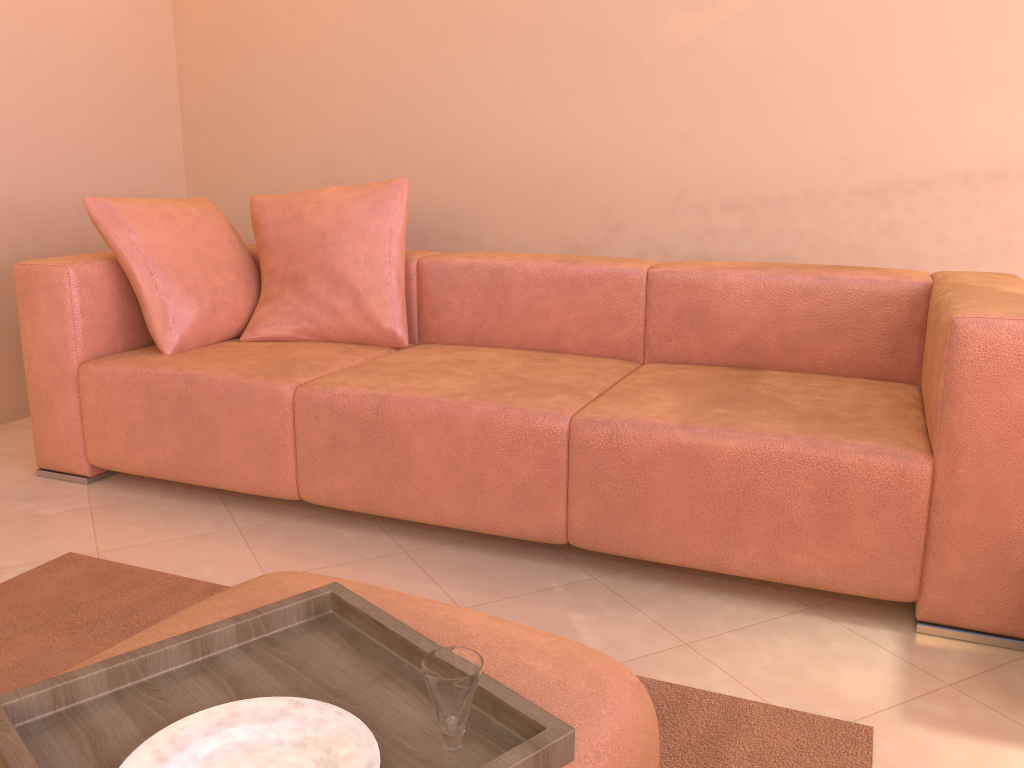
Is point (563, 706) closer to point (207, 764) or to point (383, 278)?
point (207, 764)

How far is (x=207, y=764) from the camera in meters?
0.8

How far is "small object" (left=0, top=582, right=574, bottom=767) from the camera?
0.9 meters

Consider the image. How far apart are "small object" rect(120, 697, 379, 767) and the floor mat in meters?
0.7 m

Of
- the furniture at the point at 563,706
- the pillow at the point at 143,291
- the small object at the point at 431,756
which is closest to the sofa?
the pillow at the point at 143,291

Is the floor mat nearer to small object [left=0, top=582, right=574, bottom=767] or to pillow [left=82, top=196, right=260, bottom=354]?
small object [left=0, top=582, right=574, bottom=767]

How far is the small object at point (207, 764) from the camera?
0.84m

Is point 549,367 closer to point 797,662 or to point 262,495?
point 262,495

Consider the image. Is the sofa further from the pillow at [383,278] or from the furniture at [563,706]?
the furniture at [563,706]

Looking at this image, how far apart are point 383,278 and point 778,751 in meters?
1.8
